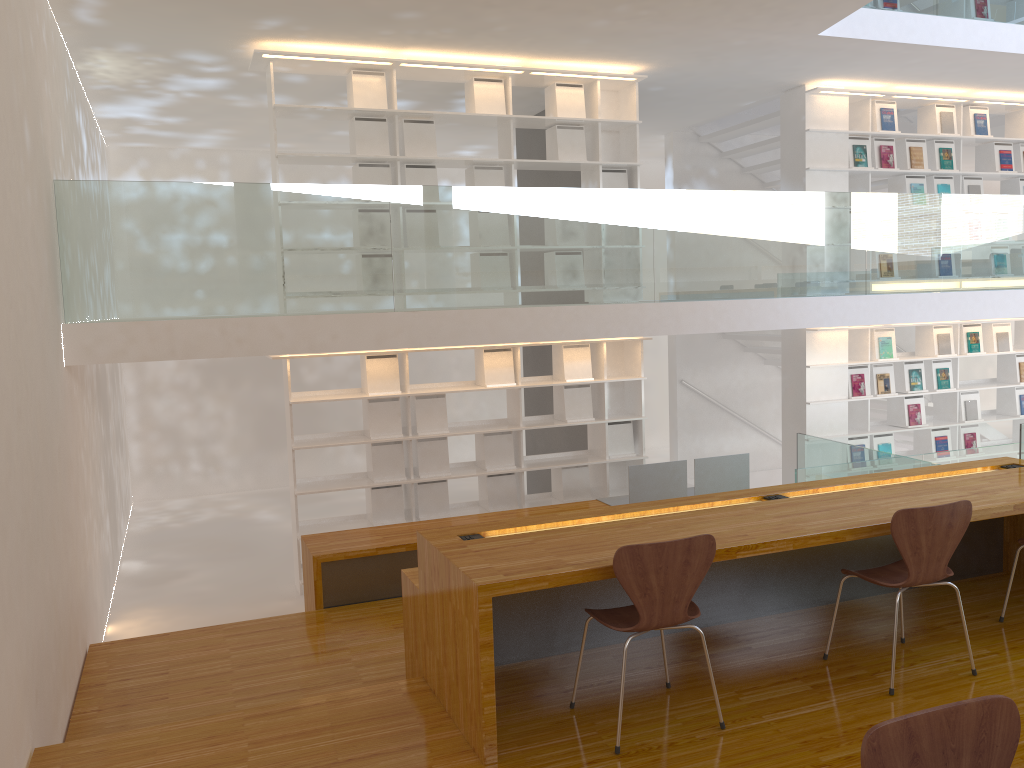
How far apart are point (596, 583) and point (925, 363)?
6.1 meters

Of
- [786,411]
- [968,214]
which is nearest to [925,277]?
[968,214]

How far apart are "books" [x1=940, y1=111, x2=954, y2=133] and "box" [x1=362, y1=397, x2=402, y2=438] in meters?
5.7

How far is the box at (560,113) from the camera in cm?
696

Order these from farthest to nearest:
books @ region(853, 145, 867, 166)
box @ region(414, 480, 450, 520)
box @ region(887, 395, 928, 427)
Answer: box @ region(887, 395, 928, 427), books @ region(853, 145, 867, 166), box @ region(414, 480, 450, 520)

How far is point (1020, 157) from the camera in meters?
8.7 m

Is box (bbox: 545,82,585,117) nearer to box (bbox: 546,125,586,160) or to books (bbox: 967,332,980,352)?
box (bbox: 546,125,586,160)

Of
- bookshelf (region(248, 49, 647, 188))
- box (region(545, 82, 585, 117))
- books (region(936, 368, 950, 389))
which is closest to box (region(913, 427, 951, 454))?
books (region(936, 368, 950, 389))

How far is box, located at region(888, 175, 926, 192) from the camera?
8.2 meters

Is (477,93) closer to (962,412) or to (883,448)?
(883,448)
